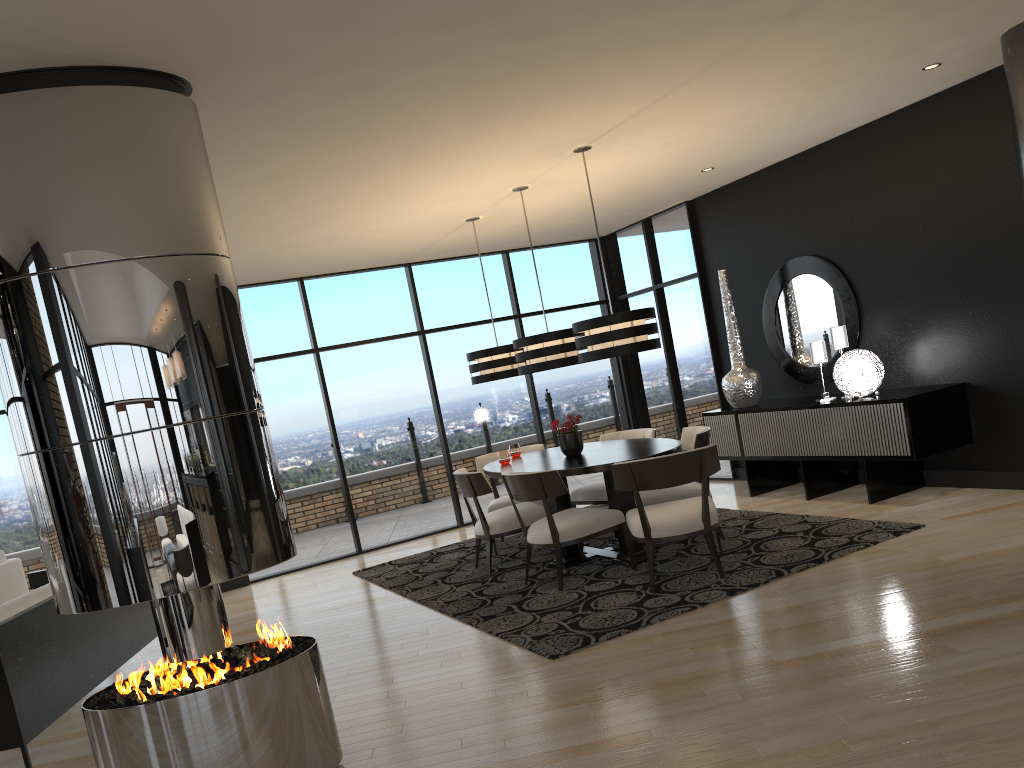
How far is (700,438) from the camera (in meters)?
6.02

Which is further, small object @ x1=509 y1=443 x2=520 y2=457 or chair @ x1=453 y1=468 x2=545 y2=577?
small object @ x1=509 y1=443 x2=520 y2=457

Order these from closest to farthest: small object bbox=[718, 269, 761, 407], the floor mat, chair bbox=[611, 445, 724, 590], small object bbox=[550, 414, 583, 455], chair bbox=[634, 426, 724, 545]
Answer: the floor mat < chair bbox=[611, 445, 724, 590] < chair bbox=[634, 426, 724, 545] < small object bbox=[550, 414, 583, 455] < small object bbox=[718, 269, 761, 407]

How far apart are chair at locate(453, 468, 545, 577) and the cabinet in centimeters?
211cm

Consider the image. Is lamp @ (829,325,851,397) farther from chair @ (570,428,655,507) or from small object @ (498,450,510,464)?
small object @ (498,450,510,464)

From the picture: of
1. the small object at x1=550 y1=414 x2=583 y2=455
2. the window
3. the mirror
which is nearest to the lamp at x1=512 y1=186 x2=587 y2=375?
the small object at x1=550 y1=414 x2=583 y2=455

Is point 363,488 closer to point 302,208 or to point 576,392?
point 576,392

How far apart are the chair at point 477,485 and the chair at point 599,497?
0.6m

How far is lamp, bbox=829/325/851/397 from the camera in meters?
6.9

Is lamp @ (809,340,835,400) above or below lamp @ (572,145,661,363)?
below
